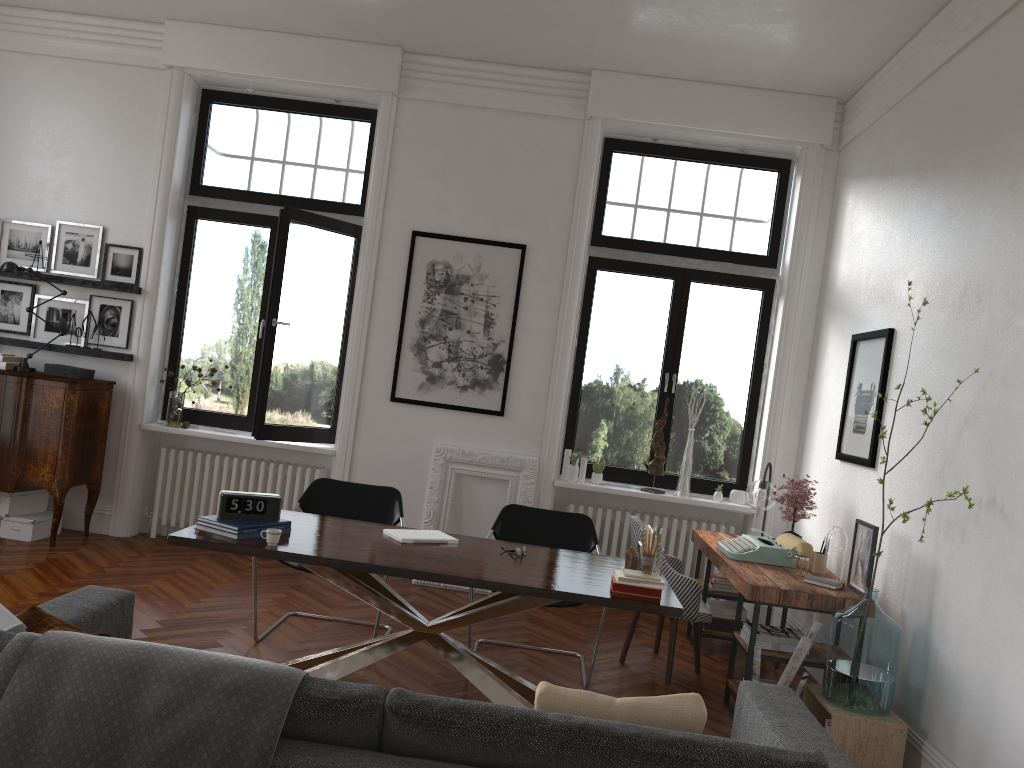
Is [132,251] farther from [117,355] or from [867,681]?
[867,681]

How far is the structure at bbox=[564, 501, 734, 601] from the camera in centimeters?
685cm

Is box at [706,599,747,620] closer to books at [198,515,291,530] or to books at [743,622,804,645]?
books at [743,622,804,645]

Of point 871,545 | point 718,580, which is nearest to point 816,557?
point 871,545

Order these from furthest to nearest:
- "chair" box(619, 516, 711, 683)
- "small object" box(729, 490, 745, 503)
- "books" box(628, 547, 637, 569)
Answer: A: 1. "small object" box(729, 490, 745, 503)
2. "chair" box(619, 516, 711, 683)
3. "books" box(628, 547, 637, 569)

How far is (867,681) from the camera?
4.0m

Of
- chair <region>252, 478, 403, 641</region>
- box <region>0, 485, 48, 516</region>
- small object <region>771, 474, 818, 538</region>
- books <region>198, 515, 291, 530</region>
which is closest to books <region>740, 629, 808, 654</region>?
small object <region>771, 474, 818, 538</region>

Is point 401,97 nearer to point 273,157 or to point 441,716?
point 273,157

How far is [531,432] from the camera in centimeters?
679cm

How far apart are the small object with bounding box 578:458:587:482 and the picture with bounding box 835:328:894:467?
1.95m
